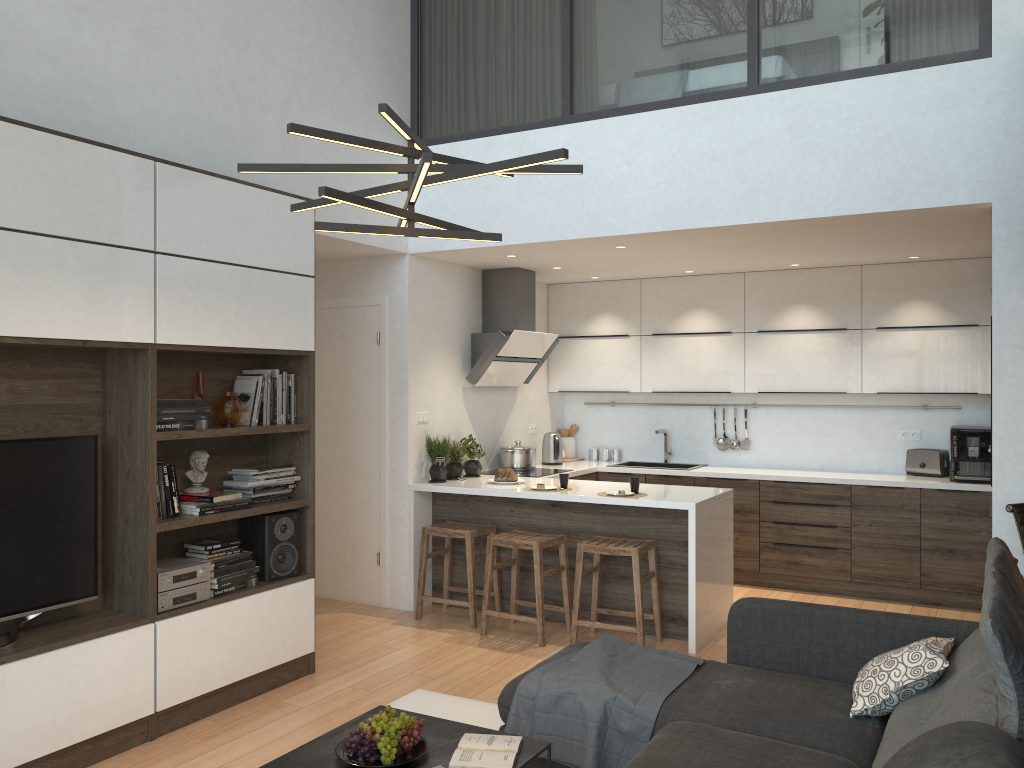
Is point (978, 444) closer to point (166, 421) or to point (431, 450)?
point (431, 450)

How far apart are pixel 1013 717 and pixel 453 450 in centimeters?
449cm

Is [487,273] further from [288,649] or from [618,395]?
[288,649]

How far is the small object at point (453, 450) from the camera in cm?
620

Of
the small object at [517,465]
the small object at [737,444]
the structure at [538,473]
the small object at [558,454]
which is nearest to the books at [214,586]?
the structure at [538,473]

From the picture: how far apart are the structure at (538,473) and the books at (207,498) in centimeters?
272cm

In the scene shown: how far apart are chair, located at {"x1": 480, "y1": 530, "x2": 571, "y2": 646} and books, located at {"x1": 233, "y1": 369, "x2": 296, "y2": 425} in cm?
144

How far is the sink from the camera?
7.38m

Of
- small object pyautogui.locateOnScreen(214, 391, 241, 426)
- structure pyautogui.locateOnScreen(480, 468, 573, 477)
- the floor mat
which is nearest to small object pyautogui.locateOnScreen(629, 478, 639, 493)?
structure pyautogui.locateOnScreen(480, 468, 573, 477)

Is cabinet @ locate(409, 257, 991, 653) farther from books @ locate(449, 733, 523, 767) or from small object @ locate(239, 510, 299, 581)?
books @ locate(449, 733, 523, 767)
